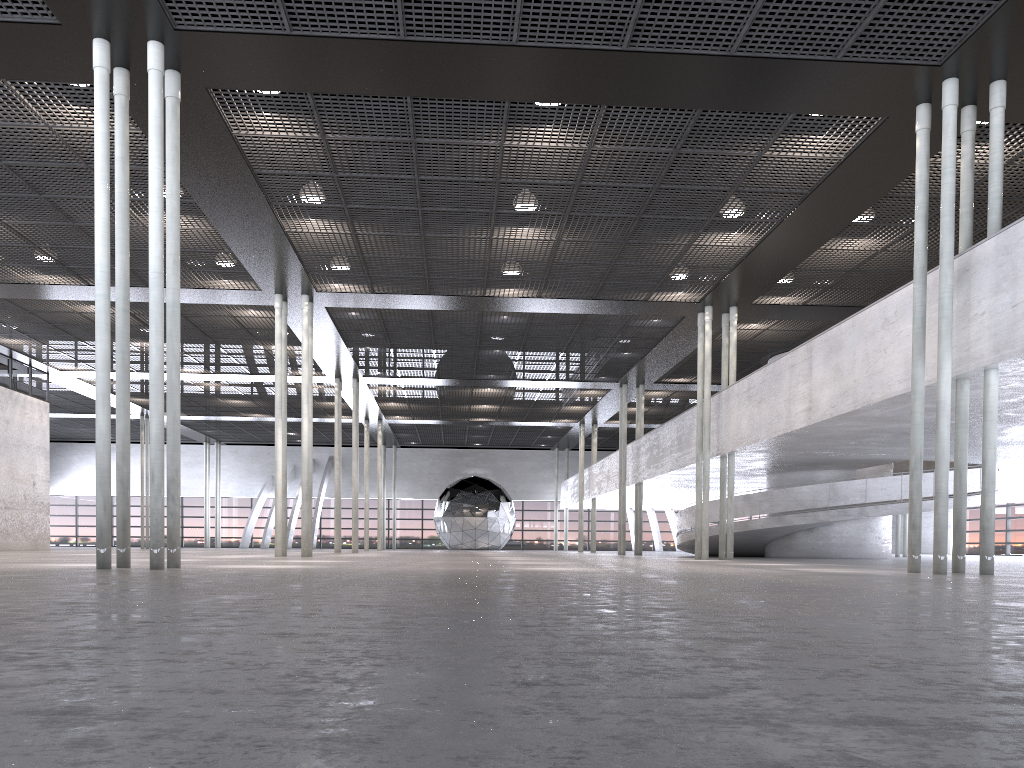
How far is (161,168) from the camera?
10.6 meters
